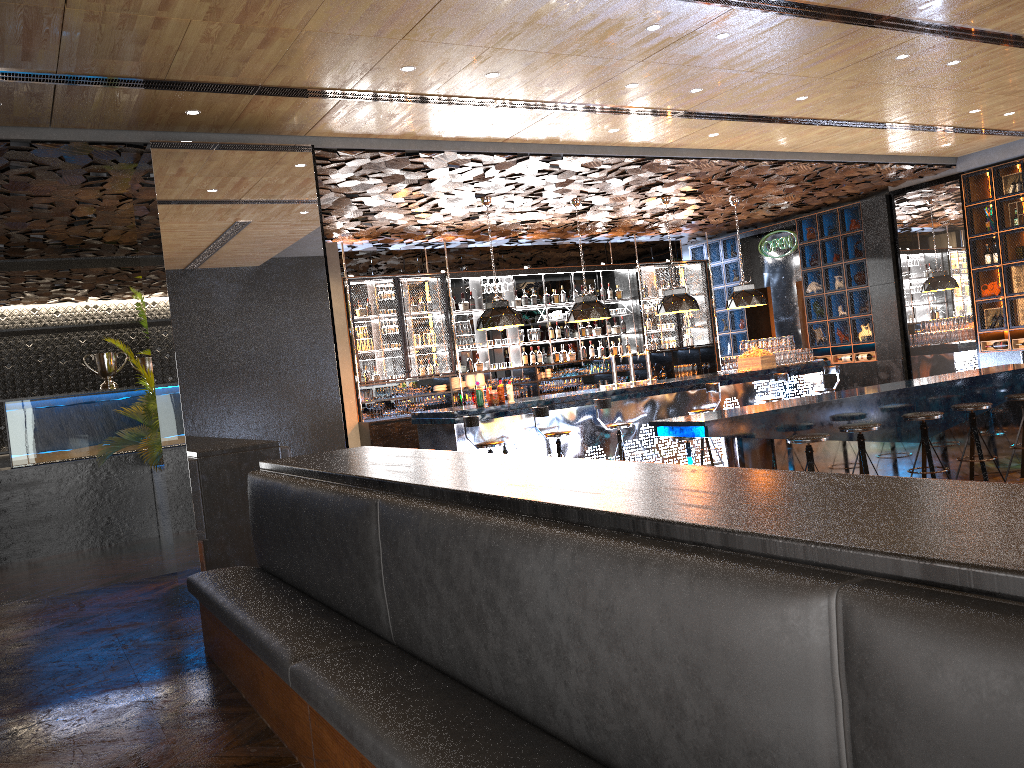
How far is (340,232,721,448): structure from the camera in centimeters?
1235cm

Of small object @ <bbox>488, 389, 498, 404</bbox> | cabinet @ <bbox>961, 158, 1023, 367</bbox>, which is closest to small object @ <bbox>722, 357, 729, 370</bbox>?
cabinet @ <bbox>961, 158, 1023, 367</bbox>

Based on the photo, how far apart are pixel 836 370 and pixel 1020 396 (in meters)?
3.96

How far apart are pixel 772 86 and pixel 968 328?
6.5 meters

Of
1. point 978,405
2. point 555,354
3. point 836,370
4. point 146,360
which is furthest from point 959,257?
point 146,360

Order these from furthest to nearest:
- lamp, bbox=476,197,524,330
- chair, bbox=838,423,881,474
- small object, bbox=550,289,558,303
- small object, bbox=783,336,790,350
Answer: small object, bbox=550,289,558,303 → small object, bbox=783,336,790,350 → lamp, bbox=476,197,524,330 → chair, bbox=838,423,881,474

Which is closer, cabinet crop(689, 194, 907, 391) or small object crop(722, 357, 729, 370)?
small object crop(722, 357, 729, 370)

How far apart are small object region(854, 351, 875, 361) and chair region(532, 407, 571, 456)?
6.5 meters

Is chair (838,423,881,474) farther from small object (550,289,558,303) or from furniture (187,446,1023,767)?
small object (550,289,558,303)

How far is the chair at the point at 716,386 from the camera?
10.7m
